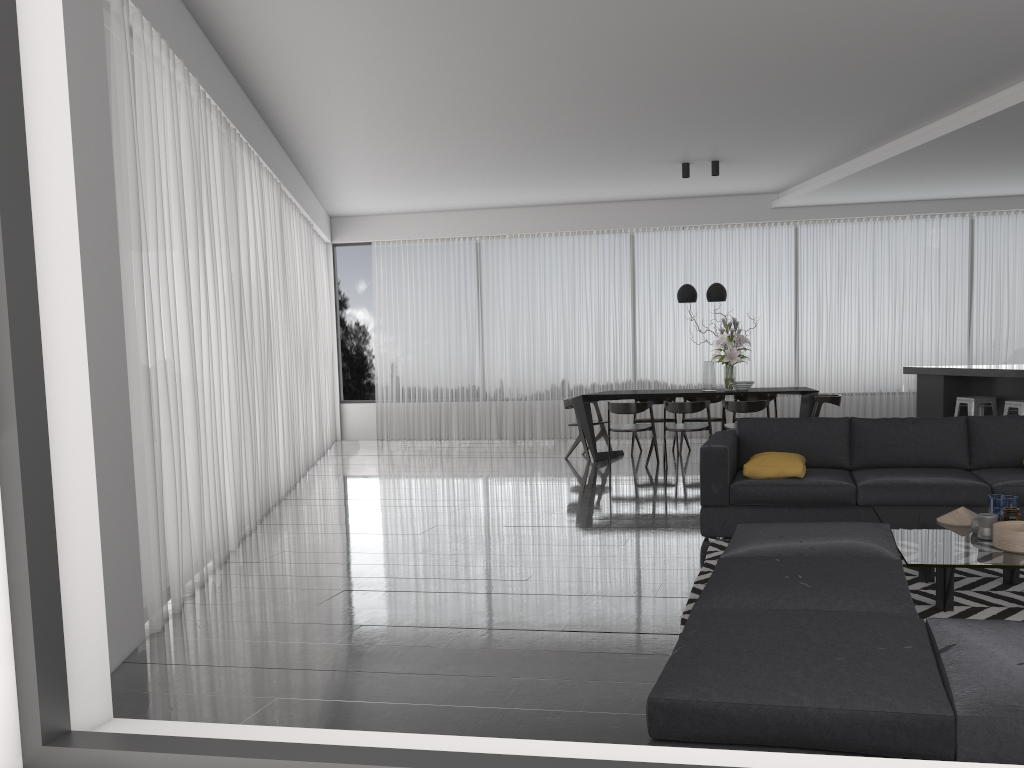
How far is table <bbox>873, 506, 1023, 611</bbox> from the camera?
3.37m

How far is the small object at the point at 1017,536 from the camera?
3.46m

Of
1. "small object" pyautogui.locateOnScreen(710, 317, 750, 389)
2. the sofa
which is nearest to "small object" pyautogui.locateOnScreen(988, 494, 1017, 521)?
the sofa

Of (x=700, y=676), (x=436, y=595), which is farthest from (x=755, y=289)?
(x=700, y=676)

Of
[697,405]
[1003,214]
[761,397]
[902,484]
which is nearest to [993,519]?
[902,484]

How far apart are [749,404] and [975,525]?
4.7m

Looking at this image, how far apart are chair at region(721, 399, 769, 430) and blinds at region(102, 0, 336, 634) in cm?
419

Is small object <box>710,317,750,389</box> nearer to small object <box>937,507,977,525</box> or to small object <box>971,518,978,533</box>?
small object <box>937,507,977,525</box>

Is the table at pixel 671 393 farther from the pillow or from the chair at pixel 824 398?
the pillow

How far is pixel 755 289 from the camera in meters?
11.3 m
